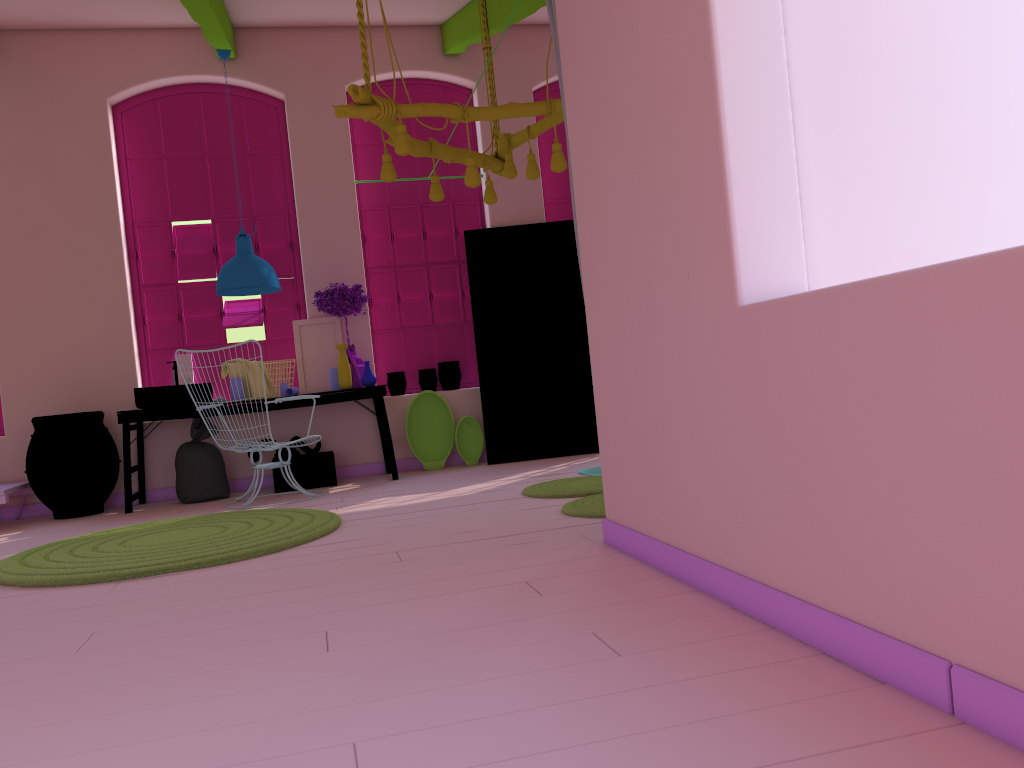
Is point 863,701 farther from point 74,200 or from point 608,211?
point 74,200

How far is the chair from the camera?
6.7m

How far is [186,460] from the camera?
7.3m

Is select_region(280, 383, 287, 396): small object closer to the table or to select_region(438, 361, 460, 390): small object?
the table

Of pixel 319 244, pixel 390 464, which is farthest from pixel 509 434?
pixel 319 244

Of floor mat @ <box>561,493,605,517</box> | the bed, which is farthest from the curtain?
the bed

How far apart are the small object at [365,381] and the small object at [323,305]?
0.2m

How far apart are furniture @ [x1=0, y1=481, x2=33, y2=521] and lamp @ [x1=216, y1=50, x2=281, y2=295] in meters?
2.2

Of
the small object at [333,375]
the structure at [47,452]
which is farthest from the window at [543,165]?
the structure at [47,452]

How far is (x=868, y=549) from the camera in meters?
2.1
